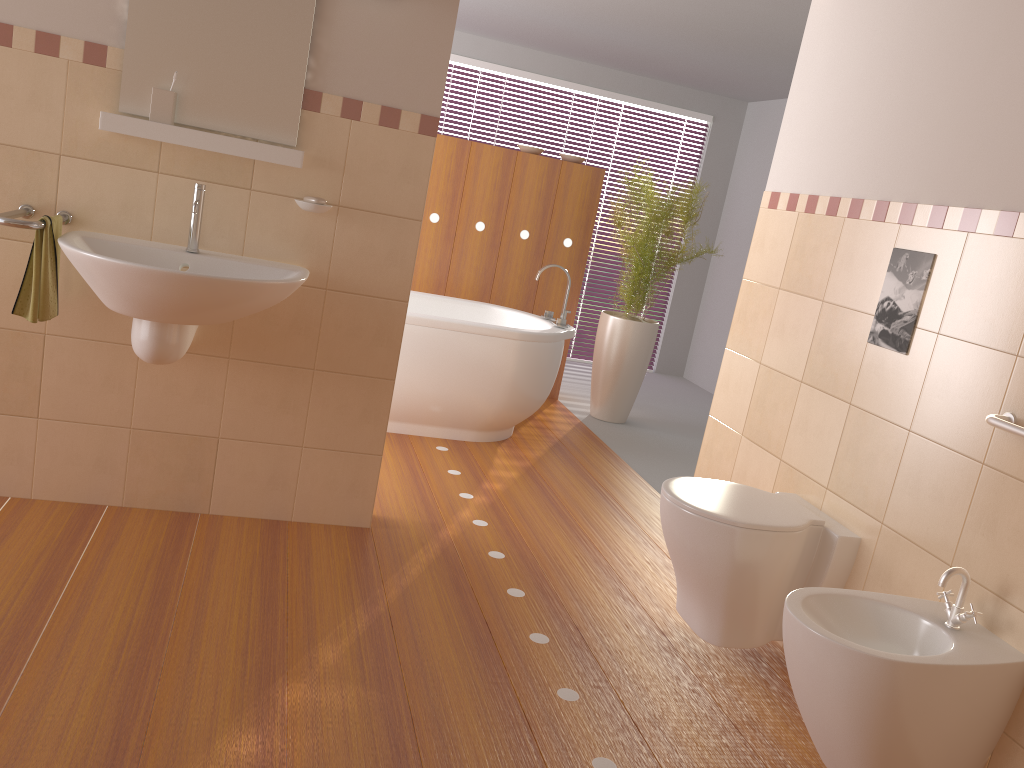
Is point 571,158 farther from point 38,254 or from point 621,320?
point 38,254

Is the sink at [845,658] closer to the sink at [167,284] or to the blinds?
the sink at [167,284]

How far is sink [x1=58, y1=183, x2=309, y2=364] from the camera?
2.2 meters

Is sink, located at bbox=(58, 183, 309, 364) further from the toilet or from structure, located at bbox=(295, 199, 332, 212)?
the toilet

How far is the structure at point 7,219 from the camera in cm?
229

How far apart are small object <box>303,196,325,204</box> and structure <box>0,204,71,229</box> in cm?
70

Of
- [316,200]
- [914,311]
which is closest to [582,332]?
[316,200]

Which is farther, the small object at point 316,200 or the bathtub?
the bathtub

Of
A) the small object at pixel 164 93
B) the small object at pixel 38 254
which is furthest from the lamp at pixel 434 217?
the small object at pixel 38 254

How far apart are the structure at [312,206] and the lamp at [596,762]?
1.33m
